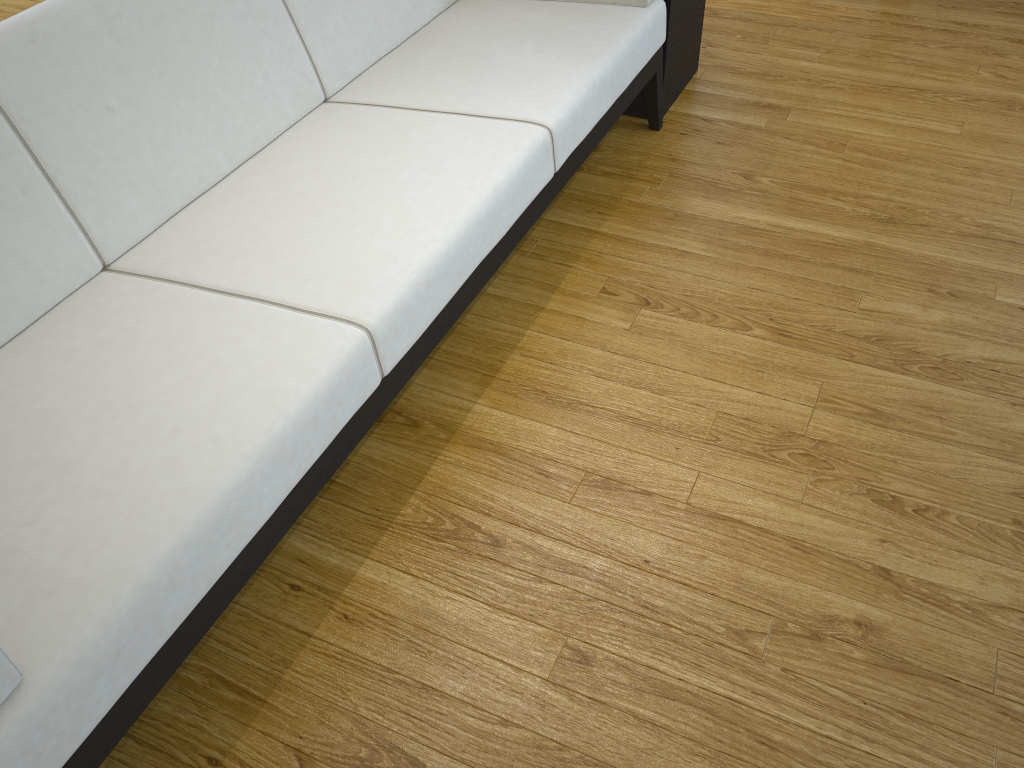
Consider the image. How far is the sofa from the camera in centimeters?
101cm

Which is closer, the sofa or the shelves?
the sofa

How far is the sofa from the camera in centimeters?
101cm

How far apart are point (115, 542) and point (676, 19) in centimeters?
196cm

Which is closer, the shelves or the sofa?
the sofa

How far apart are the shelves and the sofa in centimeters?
8cm

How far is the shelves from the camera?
2.3m

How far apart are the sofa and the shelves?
0.08m

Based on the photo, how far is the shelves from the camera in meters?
2.3 m

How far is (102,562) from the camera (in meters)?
0.99
